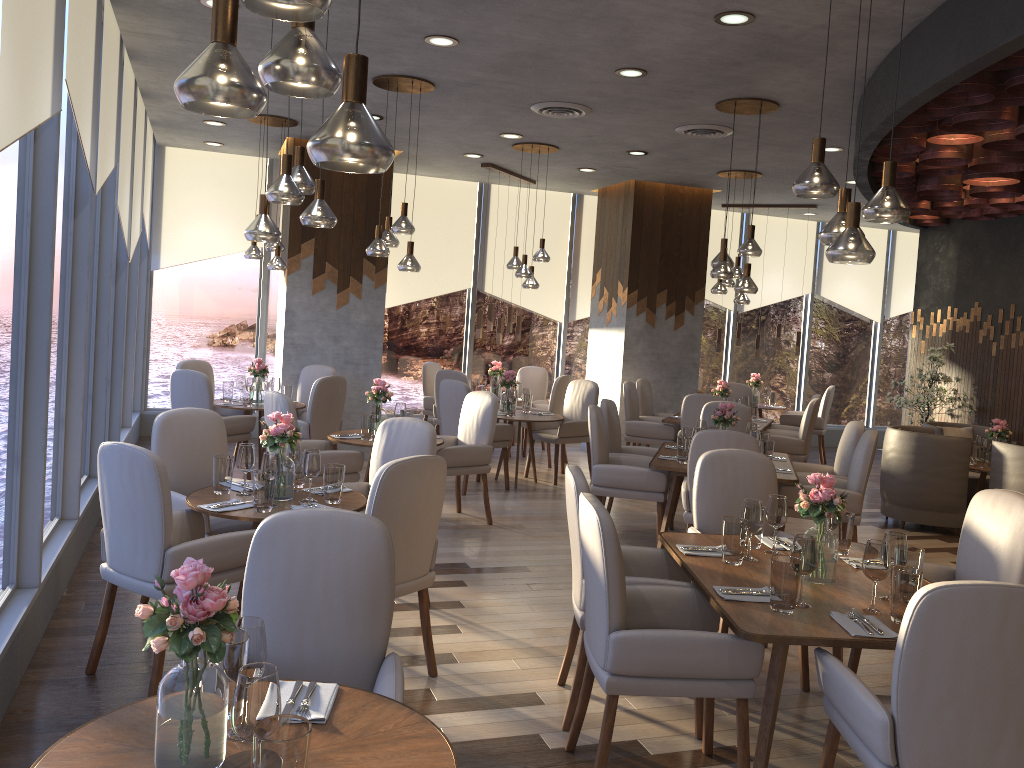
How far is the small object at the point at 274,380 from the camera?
7.92m

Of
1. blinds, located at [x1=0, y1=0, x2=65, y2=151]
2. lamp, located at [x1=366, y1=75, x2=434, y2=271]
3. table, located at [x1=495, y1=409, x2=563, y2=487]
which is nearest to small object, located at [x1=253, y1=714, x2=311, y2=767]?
blinds, located at [x1=0, y1=0, x2=65, y2=151]

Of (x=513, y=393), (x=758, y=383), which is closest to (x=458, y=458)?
(x=513, y=393)

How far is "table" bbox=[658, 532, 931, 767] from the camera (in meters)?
2.77

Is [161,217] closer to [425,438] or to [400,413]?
[400,413]

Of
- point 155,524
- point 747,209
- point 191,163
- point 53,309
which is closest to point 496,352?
point 747,209

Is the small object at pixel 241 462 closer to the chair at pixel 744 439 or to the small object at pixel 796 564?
the small object at pixel 796 564

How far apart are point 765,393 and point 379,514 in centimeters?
858cm

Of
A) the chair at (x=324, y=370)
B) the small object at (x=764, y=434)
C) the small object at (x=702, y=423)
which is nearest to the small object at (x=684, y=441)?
the small object at (x=702, y=423)

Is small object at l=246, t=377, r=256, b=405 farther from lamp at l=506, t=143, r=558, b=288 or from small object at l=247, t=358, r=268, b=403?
lamp at l=506, t=143, r=558, b=288
